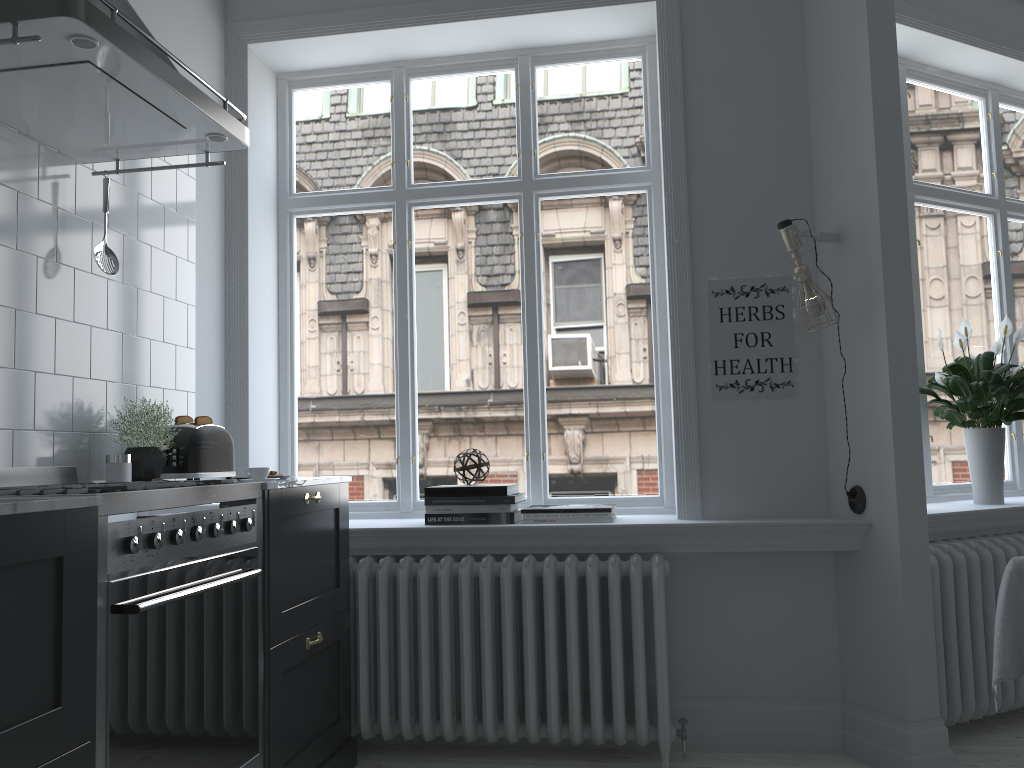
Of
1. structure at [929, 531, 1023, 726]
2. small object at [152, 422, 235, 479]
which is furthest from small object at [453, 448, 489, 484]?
structure at [929, 531, 1023, 726]

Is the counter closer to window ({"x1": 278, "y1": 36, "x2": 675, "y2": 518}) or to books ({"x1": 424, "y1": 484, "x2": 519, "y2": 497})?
books ({"x1": 424, "y1": 484, "x2": 519, "y2": 497})

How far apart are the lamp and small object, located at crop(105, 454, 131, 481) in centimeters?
227cm

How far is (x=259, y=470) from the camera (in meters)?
2.81

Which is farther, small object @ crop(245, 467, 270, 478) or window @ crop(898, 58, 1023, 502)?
window @ crop(898, 58, 1023, 502)

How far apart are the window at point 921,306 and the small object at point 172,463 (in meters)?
2.95

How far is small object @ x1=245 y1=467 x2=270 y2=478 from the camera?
2.8m

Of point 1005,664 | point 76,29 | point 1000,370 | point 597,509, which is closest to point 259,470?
point 597,509

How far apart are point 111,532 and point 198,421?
1.3 meters

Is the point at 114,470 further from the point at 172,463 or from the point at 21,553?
the point at 21,553
